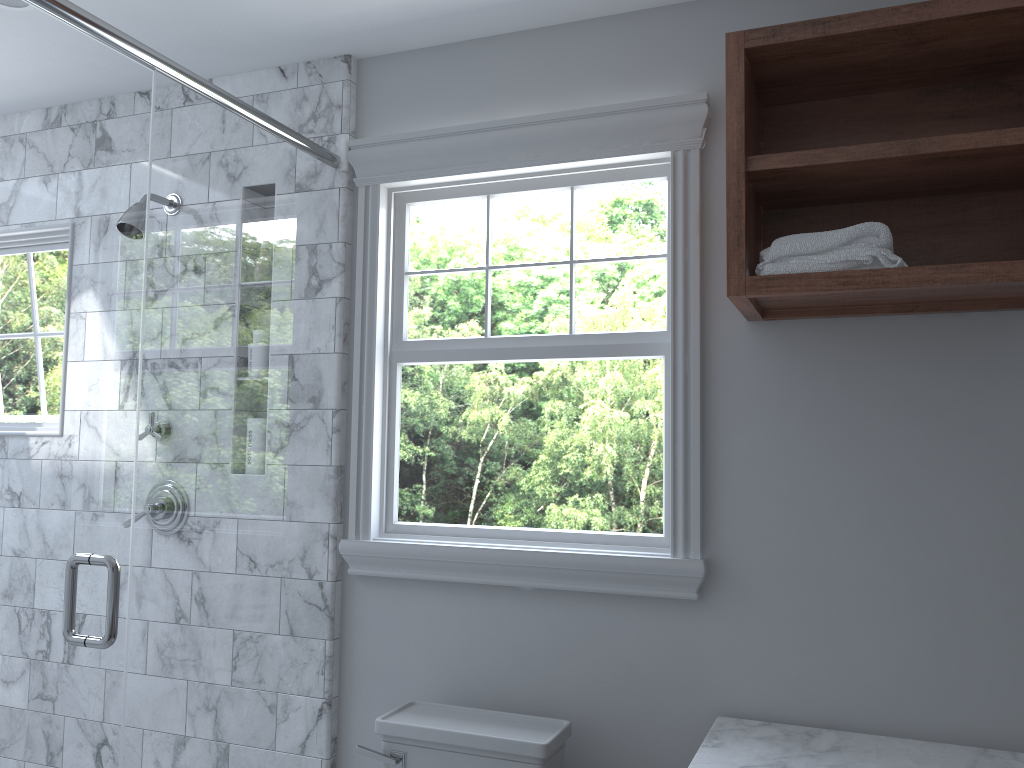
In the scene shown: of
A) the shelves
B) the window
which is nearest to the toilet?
the window

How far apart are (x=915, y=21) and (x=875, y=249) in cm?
45

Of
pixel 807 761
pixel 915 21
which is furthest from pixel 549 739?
pixel 915 21

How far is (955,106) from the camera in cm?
202

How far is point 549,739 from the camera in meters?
2.0

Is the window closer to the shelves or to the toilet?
the shelves

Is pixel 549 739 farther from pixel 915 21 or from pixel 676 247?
pixel 915 21

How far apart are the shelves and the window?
0.1 meters

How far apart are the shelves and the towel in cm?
2

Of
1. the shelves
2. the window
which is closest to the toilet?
the window
